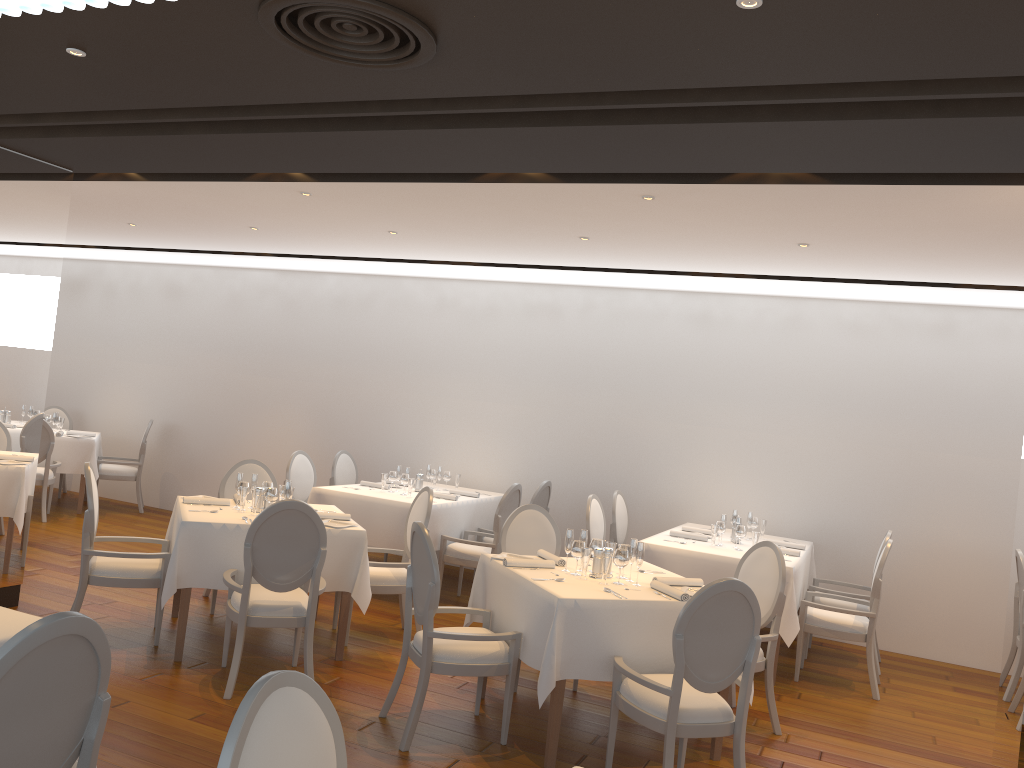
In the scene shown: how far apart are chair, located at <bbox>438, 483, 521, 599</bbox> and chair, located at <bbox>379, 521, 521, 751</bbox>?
2.36m

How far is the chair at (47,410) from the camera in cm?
1114

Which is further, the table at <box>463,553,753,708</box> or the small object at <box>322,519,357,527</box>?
the small object at <box>322,519,357,527</box>

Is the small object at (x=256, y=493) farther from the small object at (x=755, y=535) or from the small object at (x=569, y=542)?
the small object at (x=755, y=535)

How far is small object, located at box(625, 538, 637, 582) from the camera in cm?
490

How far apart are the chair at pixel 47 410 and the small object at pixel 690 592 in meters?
8.7 m

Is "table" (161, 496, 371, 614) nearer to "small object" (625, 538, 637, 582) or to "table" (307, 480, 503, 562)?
"table" (307, 480, 503, 562)

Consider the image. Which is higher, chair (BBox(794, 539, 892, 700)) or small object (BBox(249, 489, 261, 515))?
small object (BBox(249, 489, 261, 515))

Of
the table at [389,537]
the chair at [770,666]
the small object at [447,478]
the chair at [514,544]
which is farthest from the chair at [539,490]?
the chair at [770,666]

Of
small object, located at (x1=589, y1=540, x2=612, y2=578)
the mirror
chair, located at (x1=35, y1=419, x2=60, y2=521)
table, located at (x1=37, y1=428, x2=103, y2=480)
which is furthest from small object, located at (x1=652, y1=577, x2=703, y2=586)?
table, located at (x1=37, y1=428, x2=103, y2=480)
